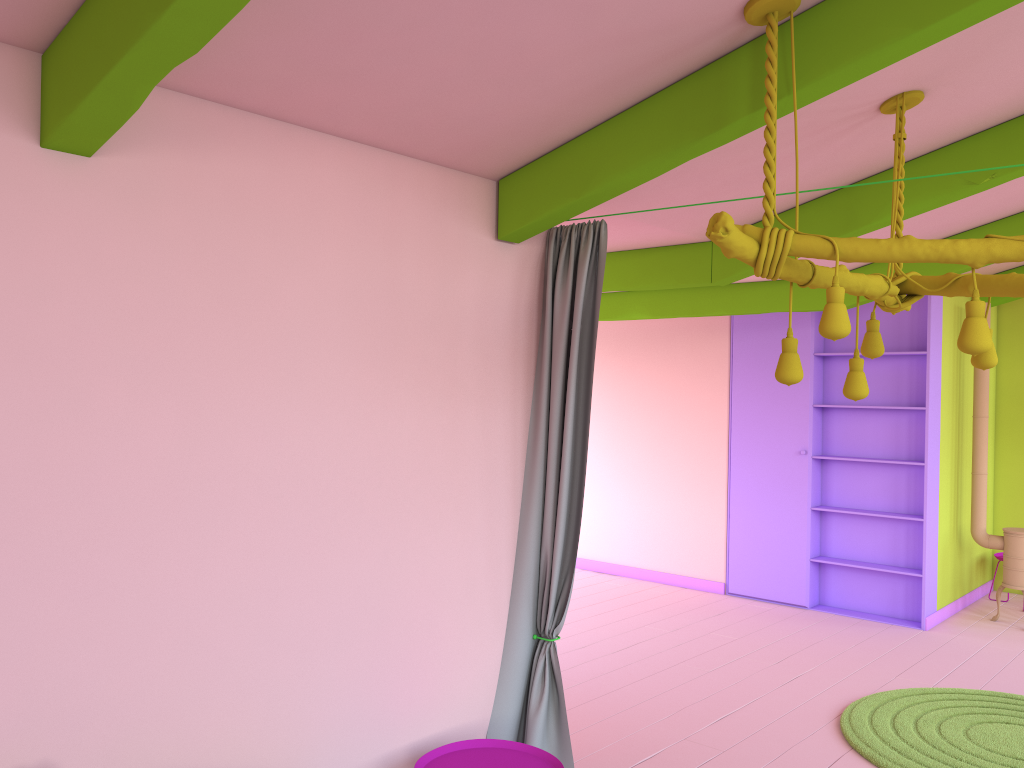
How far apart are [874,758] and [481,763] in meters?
2.4

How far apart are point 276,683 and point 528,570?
1.4 meters

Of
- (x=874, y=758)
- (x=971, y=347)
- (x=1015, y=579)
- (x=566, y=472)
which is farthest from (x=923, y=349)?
(x=971, y=347)

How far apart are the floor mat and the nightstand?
2.09m

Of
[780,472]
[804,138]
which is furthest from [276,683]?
[780,472]

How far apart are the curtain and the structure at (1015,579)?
5.2m

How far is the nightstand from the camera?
3.6 meters

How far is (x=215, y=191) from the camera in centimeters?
308cm

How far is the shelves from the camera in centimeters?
770cm

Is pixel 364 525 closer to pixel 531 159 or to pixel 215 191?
pixel 215 191
